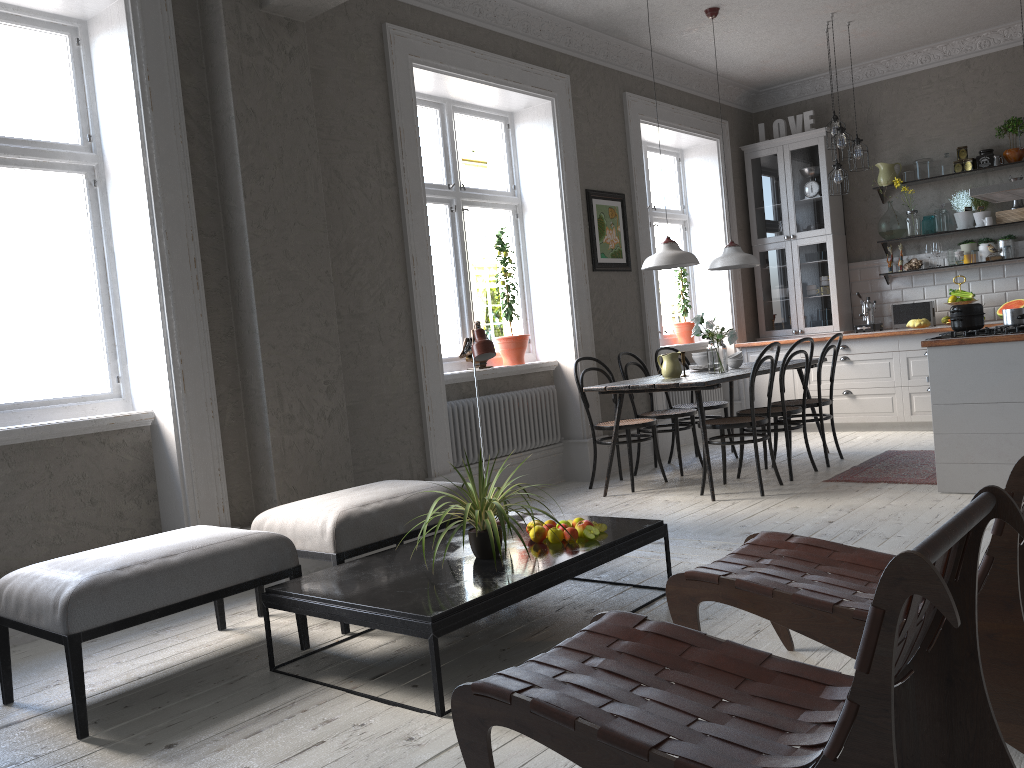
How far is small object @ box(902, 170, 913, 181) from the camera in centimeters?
783cm

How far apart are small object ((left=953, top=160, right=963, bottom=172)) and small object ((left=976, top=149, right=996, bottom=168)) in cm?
14

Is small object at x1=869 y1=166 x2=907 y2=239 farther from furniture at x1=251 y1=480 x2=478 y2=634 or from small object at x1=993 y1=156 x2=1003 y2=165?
furniture at x1=251 y1=480 x2=478 y2=634

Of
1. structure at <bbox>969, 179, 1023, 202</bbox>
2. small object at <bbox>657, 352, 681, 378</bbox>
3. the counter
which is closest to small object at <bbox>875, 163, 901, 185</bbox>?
the counter

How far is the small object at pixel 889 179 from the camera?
7.86m

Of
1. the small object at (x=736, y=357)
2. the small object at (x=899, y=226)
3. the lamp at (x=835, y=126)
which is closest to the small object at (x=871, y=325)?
the small object at (x=899, y=226)

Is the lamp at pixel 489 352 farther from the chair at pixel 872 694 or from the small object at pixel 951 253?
the small object at pixel 951 253

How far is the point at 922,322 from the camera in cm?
750

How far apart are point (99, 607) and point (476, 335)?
1.7m

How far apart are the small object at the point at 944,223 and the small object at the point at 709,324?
3.1 meters
